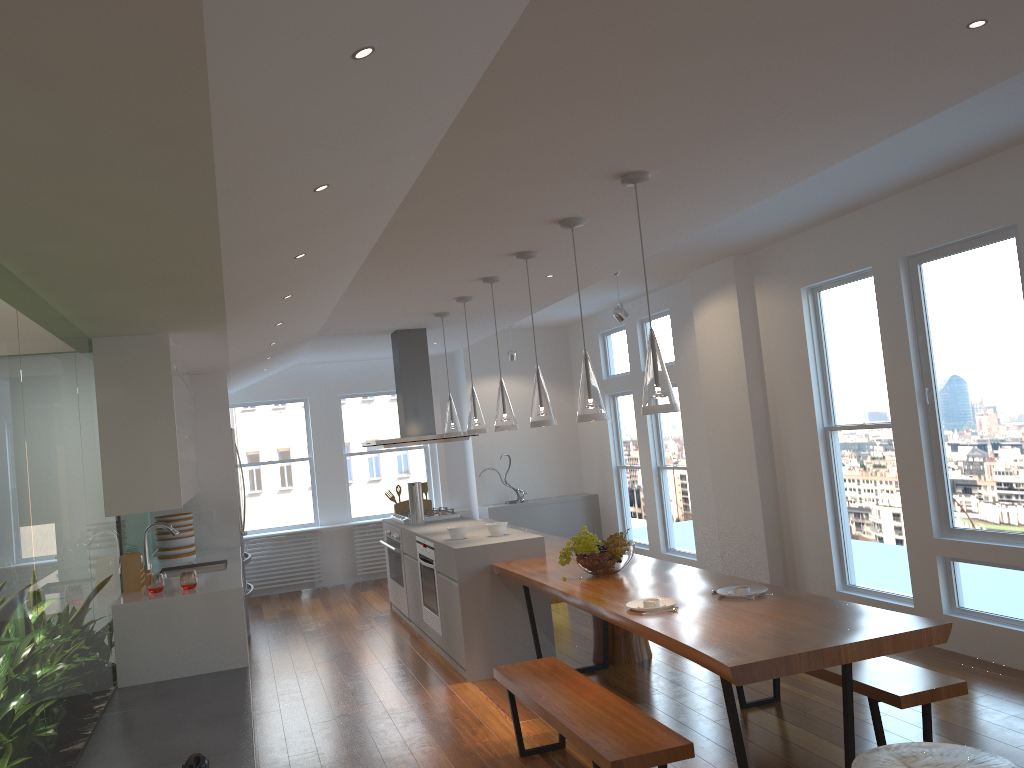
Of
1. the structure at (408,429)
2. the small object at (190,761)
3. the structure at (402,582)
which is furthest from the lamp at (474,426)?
the small object at (190,761)

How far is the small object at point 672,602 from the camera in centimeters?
388cm

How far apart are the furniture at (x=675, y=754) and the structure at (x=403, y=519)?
3.4m

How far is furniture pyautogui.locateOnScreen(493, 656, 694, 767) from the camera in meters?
3.1 m

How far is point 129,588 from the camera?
5.2m

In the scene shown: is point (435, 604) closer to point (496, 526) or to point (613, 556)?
point (496, 526)

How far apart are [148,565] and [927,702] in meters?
4.8

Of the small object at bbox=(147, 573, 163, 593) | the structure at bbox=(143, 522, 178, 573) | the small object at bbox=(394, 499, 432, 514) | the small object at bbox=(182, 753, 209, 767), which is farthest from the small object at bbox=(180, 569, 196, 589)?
the small object at bbox=(394, 499, 432, 514)

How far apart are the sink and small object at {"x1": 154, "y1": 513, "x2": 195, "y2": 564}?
0.2 meters

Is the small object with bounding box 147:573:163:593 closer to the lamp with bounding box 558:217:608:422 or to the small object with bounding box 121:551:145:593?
the small object with bounding box 121:551:145:593
